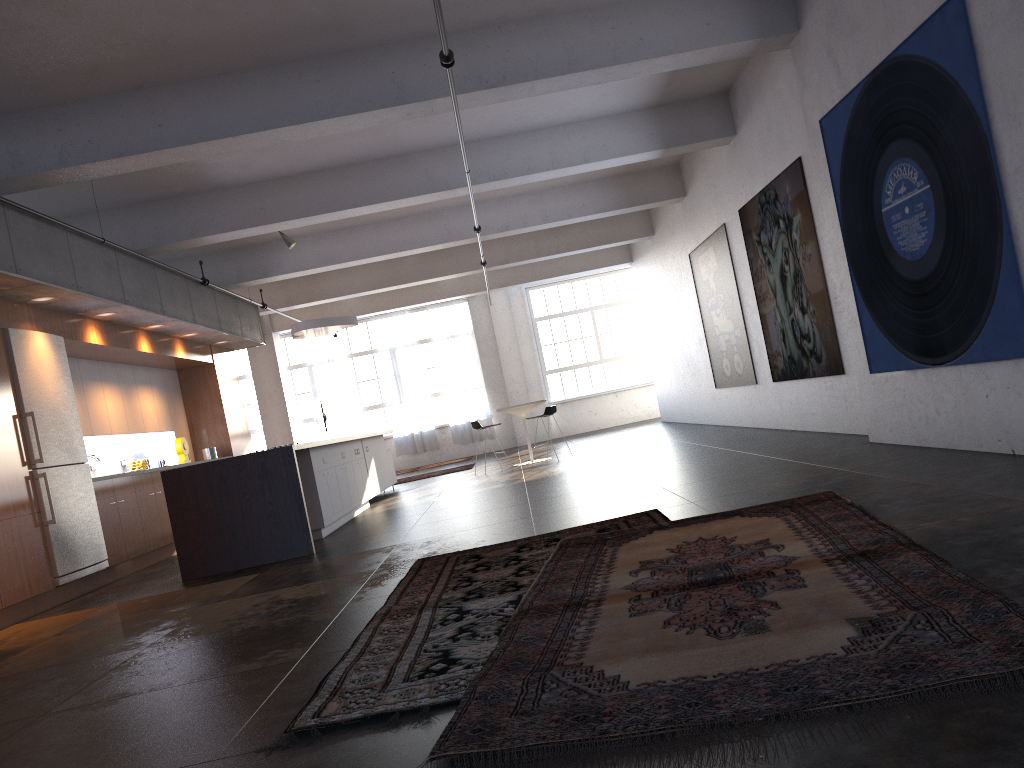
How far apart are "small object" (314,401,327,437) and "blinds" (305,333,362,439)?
2.13m

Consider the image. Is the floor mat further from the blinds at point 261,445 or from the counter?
the blinds at point 261,445

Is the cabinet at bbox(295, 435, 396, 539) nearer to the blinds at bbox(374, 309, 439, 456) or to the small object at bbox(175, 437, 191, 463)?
the small object at bbox(175, 437, 191, 463)

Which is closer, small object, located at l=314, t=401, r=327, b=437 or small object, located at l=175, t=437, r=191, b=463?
small object, located at l=175, t=437, r=191, b=463

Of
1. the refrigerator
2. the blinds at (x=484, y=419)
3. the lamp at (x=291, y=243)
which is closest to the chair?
the lamp at (x=291, y=243)

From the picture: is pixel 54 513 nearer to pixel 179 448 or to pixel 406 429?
pixel 179 448

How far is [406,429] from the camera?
21.2 meters

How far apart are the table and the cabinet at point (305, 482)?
2.0m

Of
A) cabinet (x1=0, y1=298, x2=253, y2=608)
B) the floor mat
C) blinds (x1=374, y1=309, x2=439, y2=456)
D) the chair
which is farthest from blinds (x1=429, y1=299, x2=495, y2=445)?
the floor mat

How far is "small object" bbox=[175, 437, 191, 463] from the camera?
12.15m
